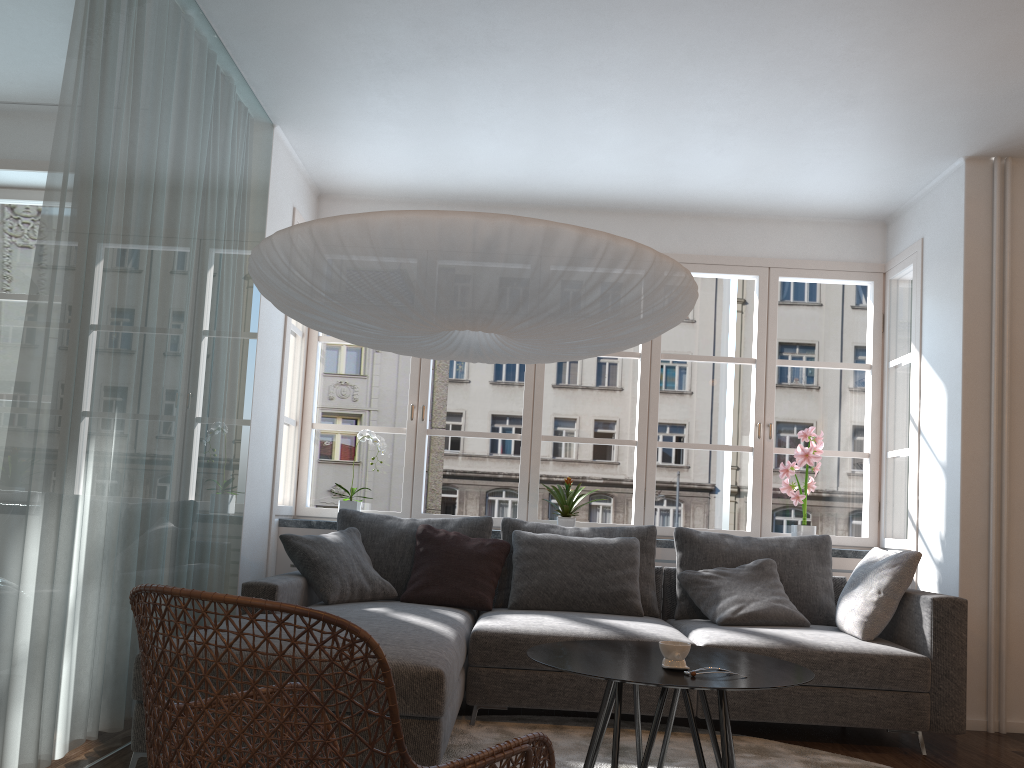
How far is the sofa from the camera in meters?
2.7

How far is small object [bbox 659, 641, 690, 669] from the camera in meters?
2.5 m

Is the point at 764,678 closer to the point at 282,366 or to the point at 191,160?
the point at 191,160

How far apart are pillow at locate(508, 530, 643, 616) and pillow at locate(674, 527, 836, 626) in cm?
25

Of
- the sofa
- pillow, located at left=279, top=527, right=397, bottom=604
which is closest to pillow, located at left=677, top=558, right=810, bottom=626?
the sofa

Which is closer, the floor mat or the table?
the table

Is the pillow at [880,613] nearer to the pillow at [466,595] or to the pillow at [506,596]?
the pillow at [506,596]

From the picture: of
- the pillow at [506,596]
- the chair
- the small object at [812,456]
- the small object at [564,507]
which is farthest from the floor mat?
the small object at [812,456]

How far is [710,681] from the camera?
2.3 meters

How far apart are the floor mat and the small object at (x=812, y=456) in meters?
1.6
